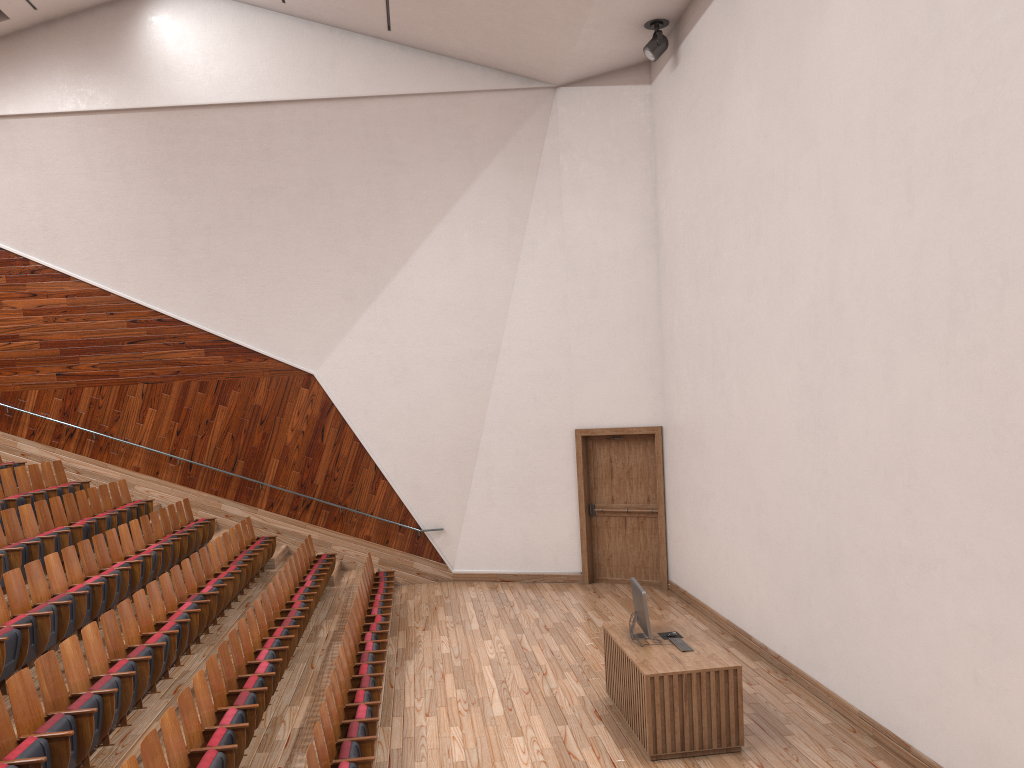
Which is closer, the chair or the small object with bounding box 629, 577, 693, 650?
the chair

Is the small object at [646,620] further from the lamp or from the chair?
the lamp

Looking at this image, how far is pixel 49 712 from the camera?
0.5 meters

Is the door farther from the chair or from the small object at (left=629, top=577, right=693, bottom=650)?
the small object at (left=629, top=577, right=693, bottom=650)

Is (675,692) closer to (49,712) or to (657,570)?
(49,712)

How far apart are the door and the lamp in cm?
50

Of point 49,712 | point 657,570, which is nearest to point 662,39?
point 657,570

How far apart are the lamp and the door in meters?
0.5 m

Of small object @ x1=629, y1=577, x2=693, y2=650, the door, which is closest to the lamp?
the door

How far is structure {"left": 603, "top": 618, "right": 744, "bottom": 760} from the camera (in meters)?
0.66
